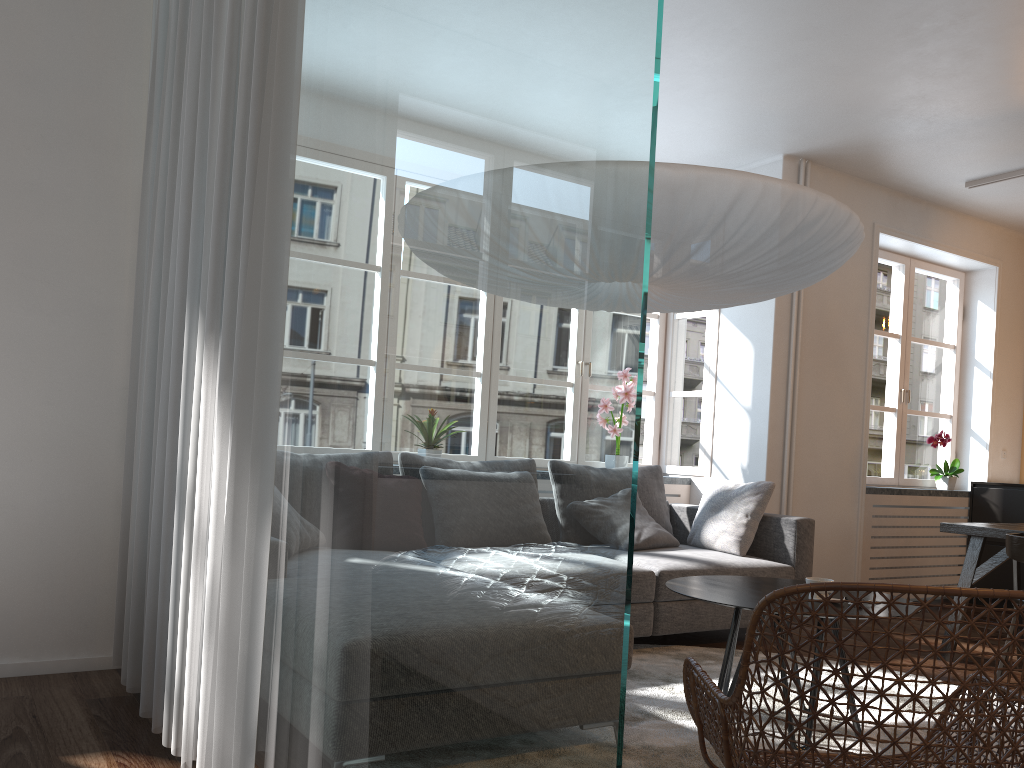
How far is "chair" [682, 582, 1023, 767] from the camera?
1.5m

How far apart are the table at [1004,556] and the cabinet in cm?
189

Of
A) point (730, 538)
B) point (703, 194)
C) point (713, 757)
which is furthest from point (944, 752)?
point (730, 538)

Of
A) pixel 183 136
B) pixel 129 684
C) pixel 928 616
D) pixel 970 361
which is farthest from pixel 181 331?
pixel 970 361

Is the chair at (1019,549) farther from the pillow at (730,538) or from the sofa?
the pillow at (730,538)

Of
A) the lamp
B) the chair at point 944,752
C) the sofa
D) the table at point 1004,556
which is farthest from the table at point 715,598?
the table at point 1004,556

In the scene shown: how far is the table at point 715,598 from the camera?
2.8 meters

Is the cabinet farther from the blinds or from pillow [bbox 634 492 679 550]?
the blinds

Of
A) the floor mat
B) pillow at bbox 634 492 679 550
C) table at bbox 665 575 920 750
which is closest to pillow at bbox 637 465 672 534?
pillow at bbox 634 492 679 550

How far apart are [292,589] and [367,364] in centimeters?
60cm
